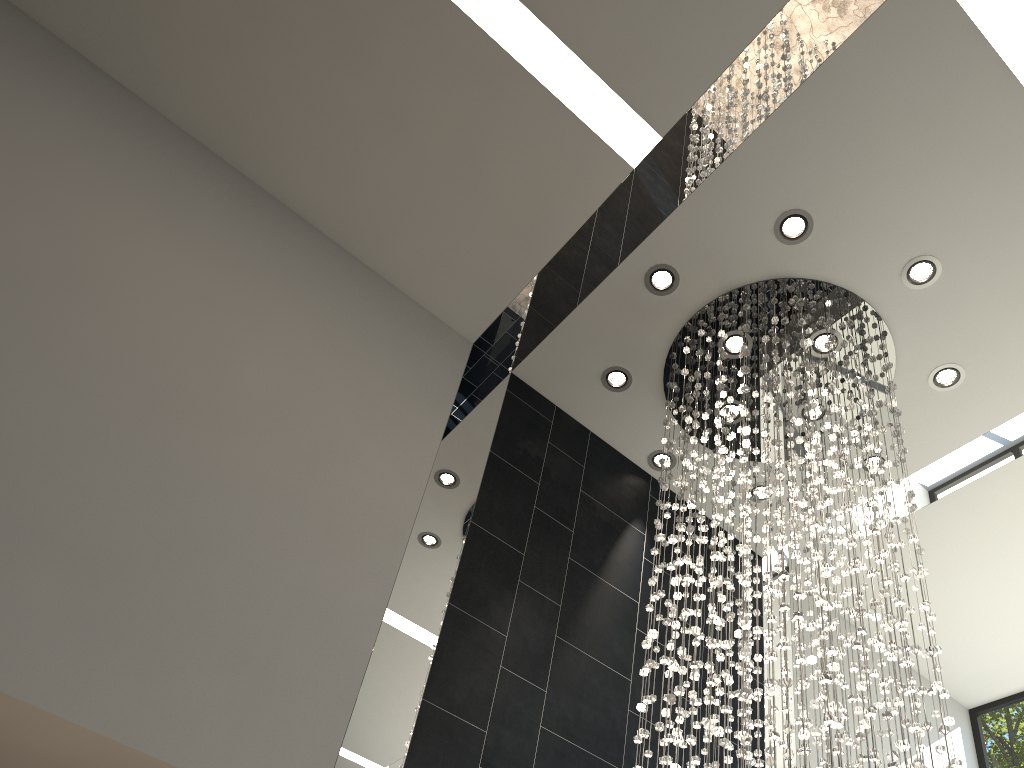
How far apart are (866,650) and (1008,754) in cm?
431

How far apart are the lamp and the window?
2.7 meters

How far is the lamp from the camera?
3.4m

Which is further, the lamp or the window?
the window

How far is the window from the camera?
6.5 meters

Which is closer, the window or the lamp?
the lamp

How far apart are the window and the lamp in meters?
2.7 m

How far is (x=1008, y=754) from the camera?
6.5 meters

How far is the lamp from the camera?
3.4m
